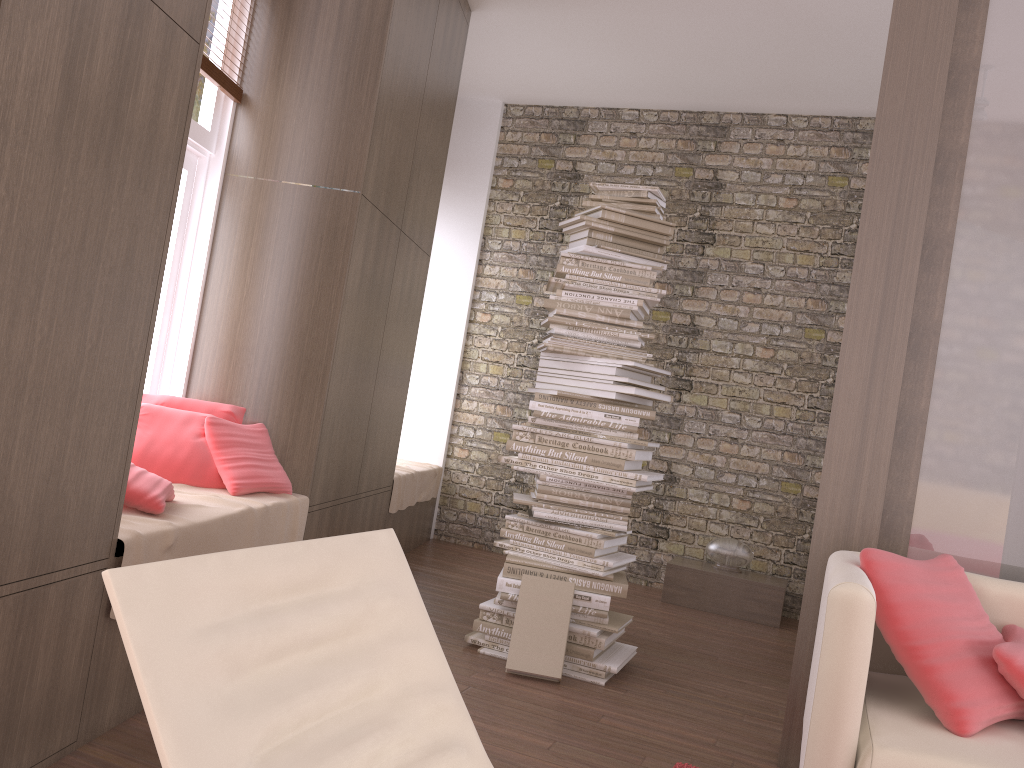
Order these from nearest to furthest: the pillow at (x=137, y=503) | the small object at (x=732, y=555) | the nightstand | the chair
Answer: the chair, the pillow at (x=137, y=503), the nightstand, the small object at (x=732, y=555)

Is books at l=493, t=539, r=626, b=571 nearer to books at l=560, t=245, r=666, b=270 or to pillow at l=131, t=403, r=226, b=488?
pillow at l=131, t=403, r=226, b=488

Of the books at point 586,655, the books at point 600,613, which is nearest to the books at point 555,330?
the books at point 600,613

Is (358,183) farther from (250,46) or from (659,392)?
(659,392)

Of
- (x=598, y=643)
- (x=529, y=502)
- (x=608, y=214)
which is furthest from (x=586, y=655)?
(x=608, y=214)

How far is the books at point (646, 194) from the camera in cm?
382

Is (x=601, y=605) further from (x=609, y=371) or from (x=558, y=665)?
(x=609, y=371)

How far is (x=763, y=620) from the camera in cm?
524

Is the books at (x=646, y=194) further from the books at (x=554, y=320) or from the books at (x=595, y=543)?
the books at (x=595, y=543)

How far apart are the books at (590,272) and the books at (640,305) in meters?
0.1 m
